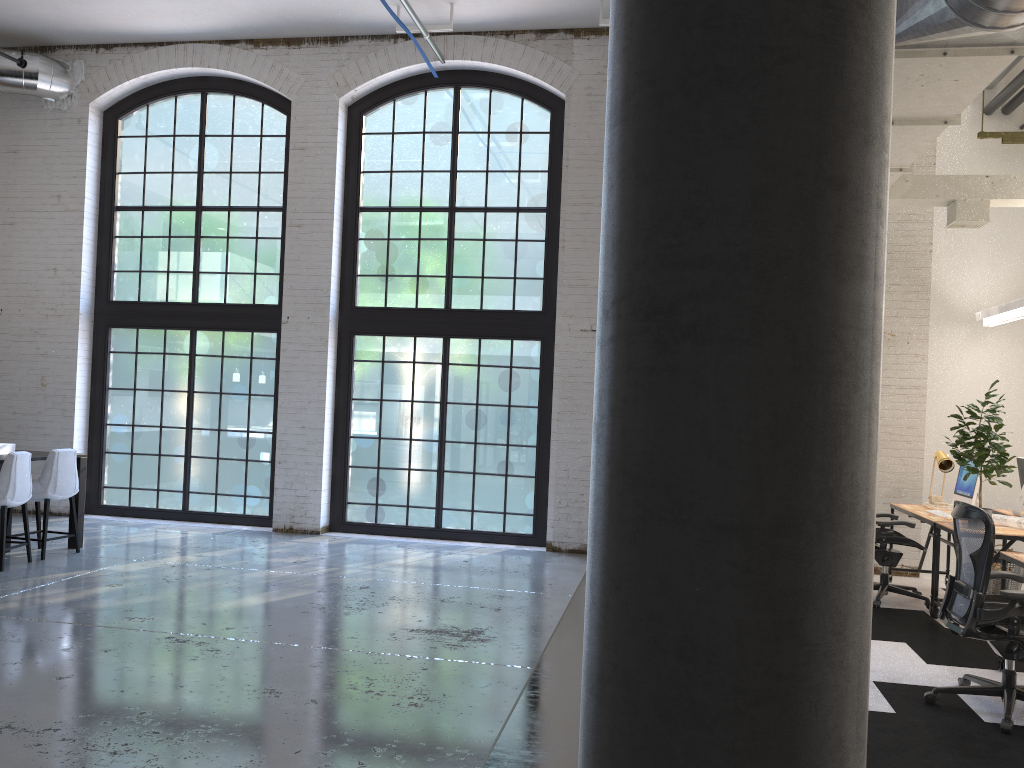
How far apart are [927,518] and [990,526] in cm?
265

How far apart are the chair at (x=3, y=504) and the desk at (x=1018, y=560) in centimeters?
718cm

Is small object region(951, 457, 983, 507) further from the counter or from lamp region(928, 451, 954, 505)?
the counter

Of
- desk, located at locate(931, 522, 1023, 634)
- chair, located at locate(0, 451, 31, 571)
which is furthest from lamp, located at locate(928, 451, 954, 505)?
chair, located at locate(0, 451, 31, 571)

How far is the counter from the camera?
7.73m

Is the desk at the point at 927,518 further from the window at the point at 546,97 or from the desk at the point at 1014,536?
the window at the point at 546,97

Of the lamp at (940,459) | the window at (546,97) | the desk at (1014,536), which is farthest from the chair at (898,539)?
the window at (546,97)

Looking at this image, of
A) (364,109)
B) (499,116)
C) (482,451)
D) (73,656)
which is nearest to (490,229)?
(499,116)

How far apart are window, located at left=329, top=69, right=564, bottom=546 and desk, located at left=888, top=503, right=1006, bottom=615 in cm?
340

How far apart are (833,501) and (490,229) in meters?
8.5
